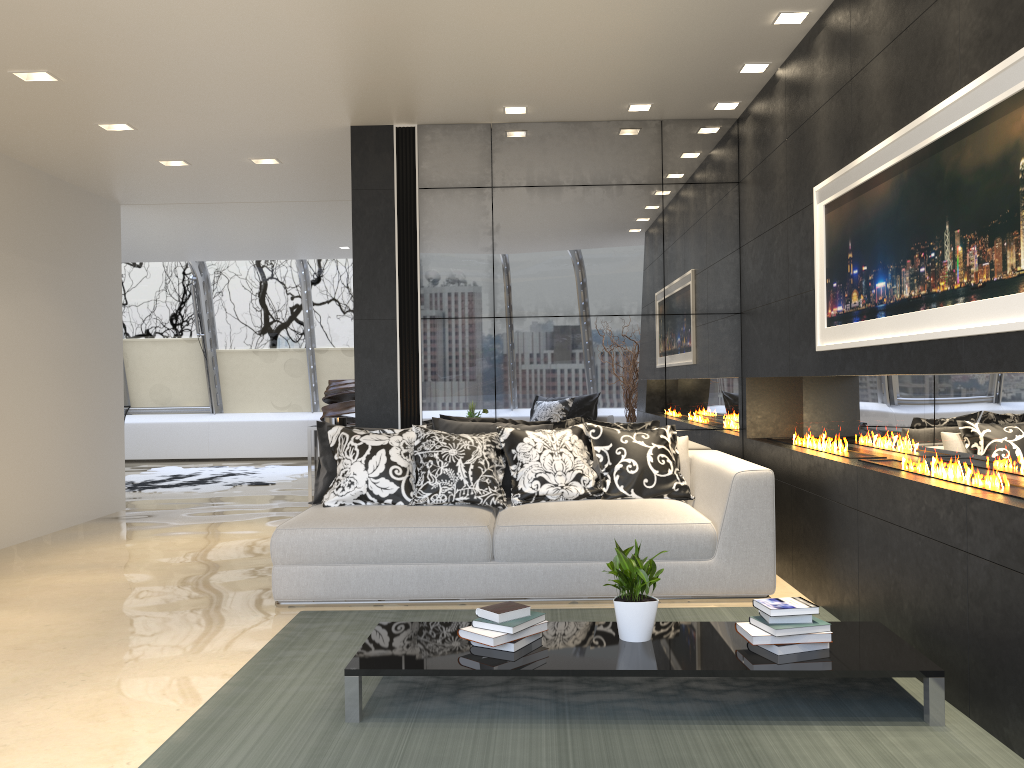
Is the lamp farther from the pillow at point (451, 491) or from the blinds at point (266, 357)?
the blinds at point (266, 357)

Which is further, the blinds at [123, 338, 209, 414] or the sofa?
the blinds at [123, 338, 209, 414]

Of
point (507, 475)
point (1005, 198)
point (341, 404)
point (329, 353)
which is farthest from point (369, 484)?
point (329, 353)

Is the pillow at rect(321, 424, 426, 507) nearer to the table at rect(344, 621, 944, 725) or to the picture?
the table at rect(344, 621, 944, 725)

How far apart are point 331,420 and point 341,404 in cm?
687

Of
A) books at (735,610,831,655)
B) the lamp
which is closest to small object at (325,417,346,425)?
the lamp

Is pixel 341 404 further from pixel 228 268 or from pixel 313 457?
pixel 313 457

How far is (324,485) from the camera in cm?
534

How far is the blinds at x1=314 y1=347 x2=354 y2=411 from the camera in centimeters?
1383cm

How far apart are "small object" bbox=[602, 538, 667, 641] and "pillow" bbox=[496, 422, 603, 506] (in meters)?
1.75
